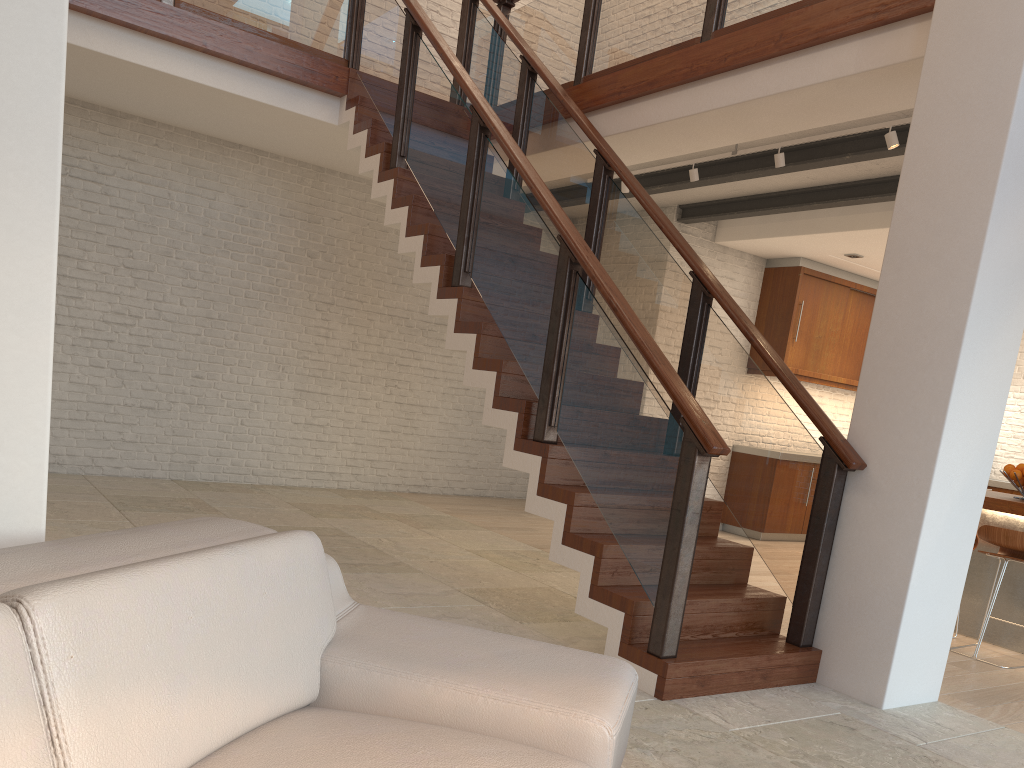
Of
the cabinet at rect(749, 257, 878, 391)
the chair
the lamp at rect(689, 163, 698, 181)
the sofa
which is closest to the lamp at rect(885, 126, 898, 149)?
the lamp at rect(689, 163, 698, 181)

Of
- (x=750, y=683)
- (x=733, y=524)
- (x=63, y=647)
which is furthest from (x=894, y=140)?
(x=63, y=647)

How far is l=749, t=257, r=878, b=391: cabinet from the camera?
8.87m

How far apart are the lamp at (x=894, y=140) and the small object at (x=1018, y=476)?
2.1 meters

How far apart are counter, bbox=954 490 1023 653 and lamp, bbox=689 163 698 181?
2.86m

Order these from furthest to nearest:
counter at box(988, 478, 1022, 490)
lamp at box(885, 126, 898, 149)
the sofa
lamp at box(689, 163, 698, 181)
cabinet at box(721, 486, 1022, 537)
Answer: counter at box(988, 478, 1022, 490), cabinet at box(721, 486, 1022, 537), lamp at box(689, 163, 698, 181), lamp at box(885, 126, 898, 149), the sofa

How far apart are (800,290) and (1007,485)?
3.2m

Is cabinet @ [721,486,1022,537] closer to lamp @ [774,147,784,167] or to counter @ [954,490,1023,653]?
counter @ [954,490,1023,653]

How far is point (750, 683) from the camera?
3.7 meters

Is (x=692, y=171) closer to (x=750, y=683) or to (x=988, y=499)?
(x=988, y=499)
